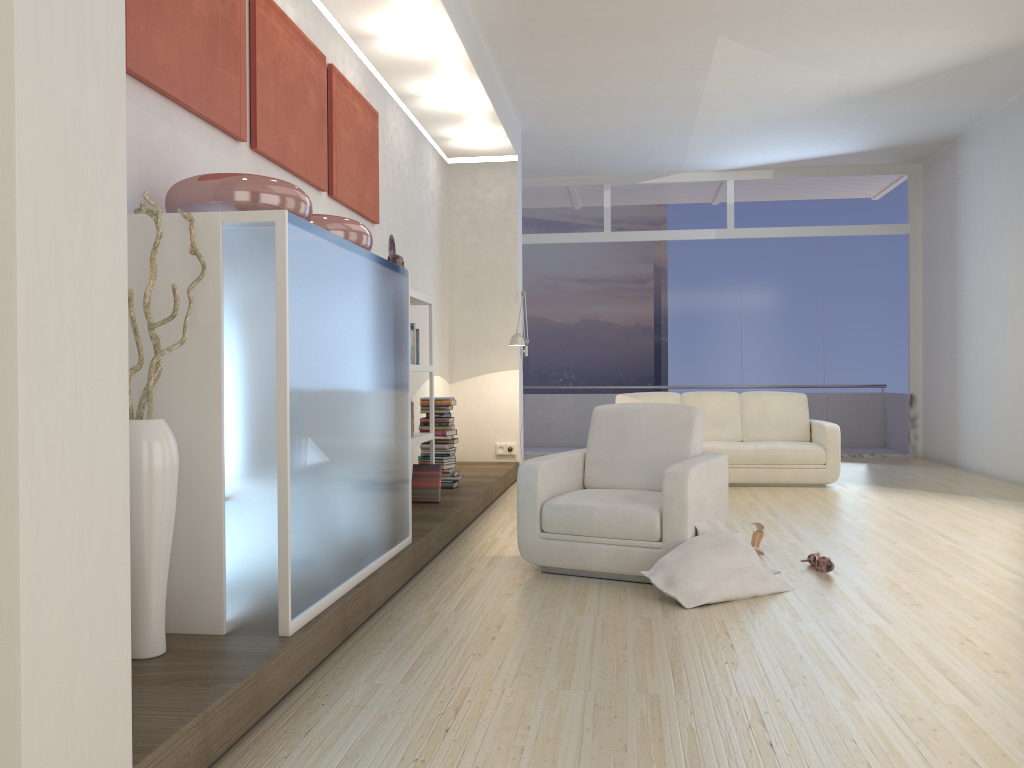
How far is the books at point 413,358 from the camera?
5.8m

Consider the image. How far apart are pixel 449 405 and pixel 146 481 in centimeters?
418cm

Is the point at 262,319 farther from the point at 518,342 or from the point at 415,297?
the point at 518,342

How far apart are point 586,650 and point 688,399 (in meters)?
5.77

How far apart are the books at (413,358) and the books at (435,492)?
0.75m

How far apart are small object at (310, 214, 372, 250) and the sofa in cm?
485

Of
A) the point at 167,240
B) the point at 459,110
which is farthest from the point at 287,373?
the point at 459,110

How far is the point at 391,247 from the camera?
5.9 meters

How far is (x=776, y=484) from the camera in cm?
806

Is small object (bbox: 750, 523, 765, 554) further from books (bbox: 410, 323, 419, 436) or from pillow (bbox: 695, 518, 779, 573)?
books (bbox: 410, 323, 419, 436)
